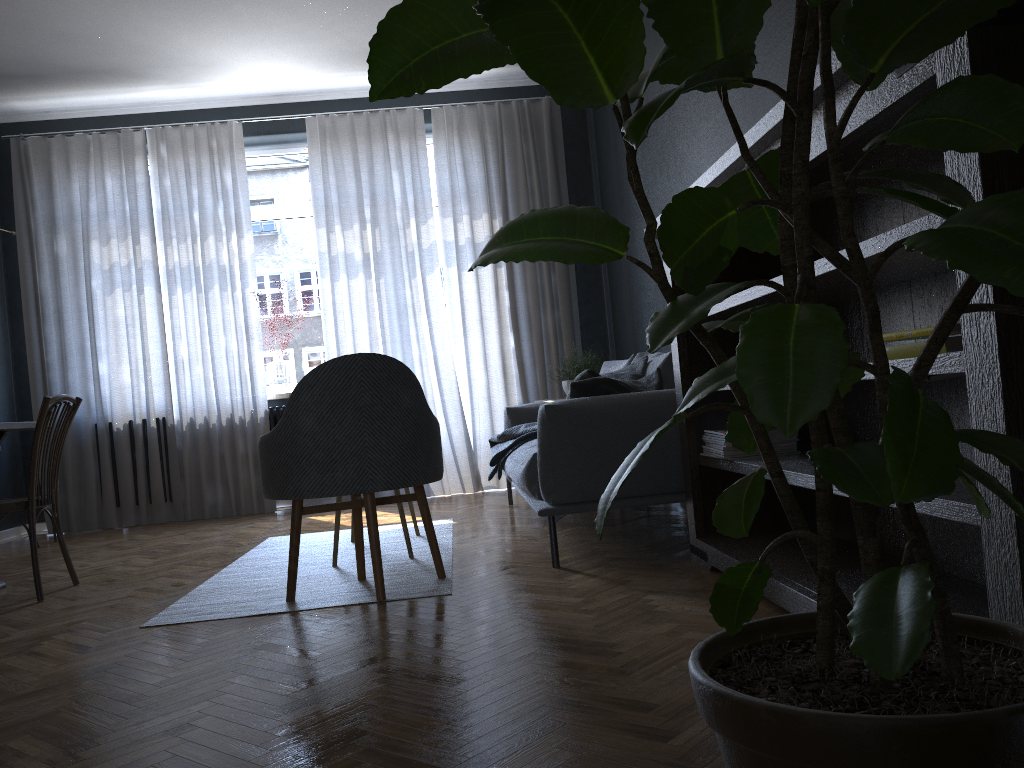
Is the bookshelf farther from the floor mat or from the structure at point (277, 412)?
the structure at point (277, 412)

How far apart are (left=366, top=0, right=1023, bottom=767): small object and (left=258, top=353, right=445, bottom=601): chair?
1.7m

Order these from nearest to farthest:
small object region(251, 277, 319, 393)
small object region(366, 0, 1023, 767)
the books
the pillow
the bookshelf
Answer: small object region(366, 0, 1023, 767) < the bookshelf < the books < the pillow < small object region(251, 277, 319, 393)

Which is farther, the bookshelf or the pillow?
the pillow

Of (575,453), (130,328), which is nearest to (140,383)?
(130,328)

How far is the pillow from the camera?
3.3m

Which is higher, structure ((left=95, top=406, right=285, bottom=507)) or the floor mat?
structure ((left=95, top=406, right=285, bottom=507))

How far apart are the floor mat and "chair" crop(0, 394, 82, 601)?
0.64m

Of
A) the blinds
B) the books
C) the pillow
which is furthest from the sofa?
the books

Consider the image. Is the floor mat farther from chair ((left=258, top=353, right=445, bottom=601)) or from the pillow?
the pillow
